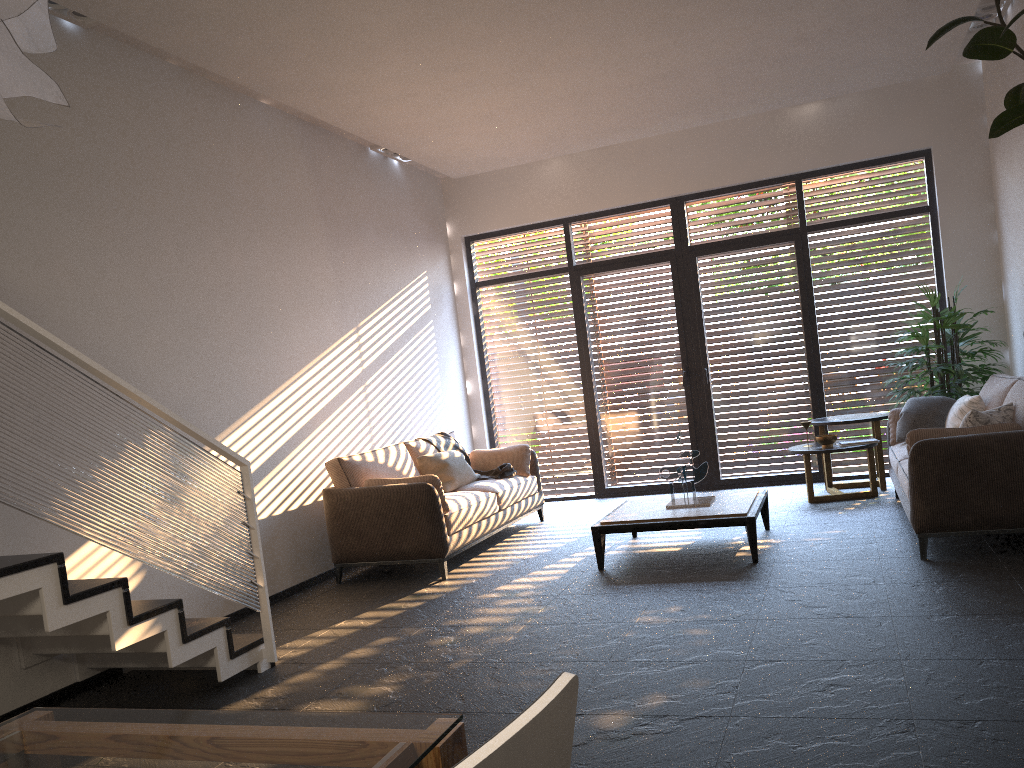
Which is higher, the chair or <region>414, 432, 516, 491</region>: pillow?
the chair

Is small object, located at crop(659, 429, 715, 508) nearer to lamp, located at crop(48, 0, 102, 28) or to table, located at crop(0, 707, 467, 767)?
lamp, located at crop(48, 0, 102, 28)

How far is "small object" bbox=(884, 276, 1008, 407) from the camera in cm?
703

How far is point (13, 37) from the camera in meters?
1.1

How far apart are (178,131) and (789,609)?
4.6m

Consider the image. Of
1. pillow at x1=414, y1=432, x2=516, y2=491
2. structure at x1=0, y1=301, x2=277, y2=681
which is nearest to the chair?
structure at x1=0, y1=301, x2=277, y2=681

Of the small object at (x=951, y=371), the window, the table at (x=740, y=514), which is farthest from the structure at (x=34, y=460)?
the small object at (x=951, y=371)

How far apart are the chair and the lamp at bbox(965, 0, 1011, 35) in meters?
6.9

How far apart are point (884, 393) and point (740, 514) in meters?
3.5 m

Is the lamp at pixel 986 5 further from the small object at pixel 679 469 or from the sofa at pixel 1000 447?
the small object at pixel 679 469
